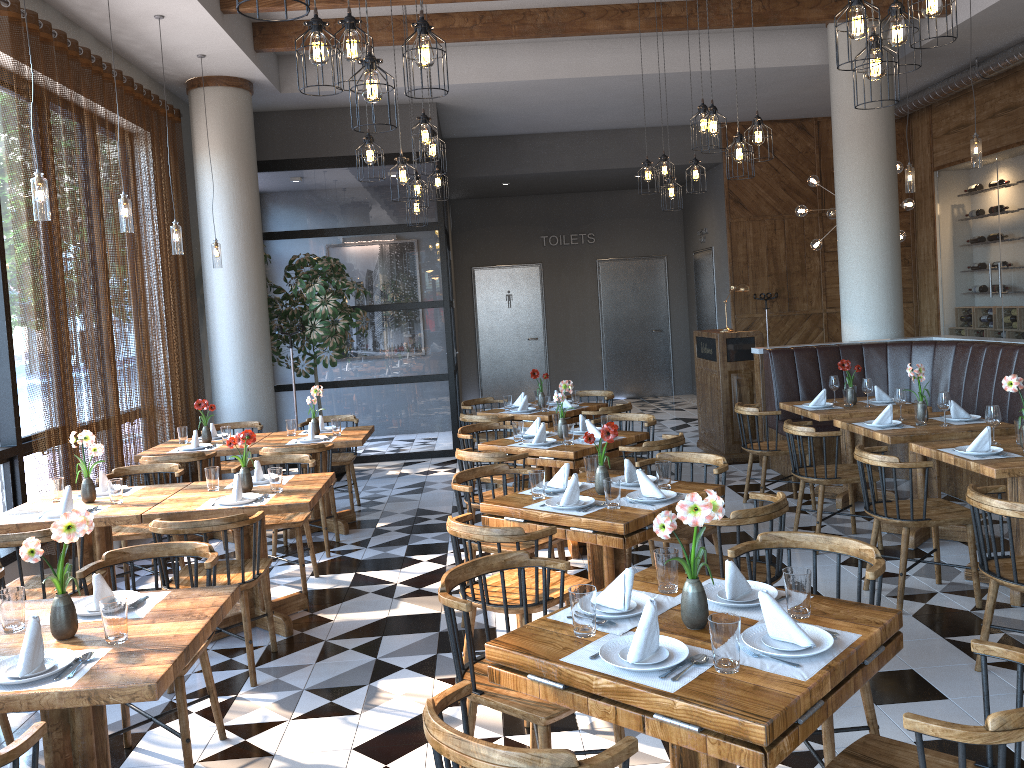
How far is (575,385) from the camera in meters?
15.0 m

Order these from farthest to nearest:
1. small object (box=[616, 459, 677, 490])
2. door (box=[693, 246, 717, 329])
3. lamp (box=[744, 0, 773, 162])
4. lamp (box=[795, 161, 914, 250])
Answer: door (box=[693, 246, 717, 329])
lamp (box=[795, 161, 914, 250])
lamp (box=[744, 0, 773, 162])
small object (box=[616, 459, 677, 490])

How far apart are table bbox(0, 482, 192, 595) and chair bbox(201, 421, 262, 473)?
2.25m

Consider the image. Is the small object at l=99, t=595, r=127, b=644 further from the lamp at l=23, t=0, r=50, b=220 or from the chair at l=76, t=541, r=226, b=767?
the lamp at l=23, t=0, r=50, b=220

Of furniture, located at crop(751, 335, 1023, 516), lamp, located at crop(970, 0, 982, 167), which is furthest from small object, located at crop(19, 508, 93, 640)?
lamp, located at crop(970, 0, 982, 167)

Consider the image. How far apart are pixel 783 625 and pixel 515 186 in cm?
1176

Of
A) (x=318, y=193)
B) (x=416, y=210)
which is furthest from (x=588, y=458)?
(x=318, y=193)

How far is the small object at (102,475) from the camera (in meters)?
5.13

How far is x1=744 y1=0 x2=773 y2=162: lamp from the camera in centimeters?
594cm

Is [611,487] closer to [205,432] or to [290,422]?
[290,422]
